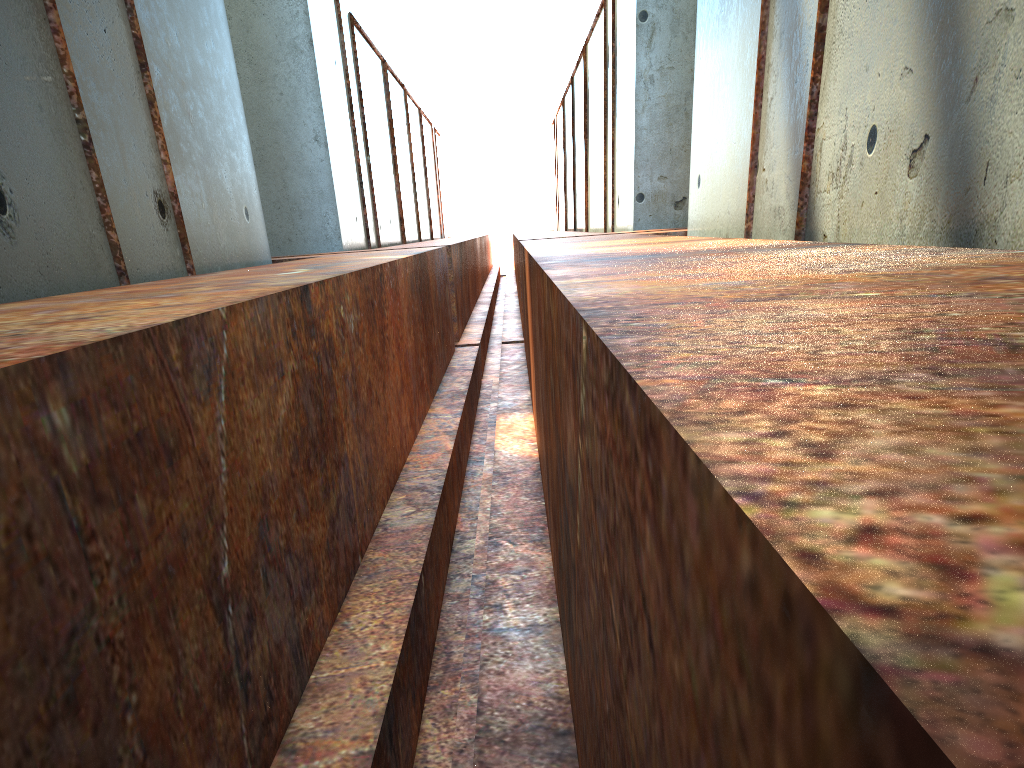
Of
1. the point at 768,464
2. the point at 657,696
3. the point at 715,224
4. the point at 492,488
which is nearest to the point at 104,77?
the point at 492,488
